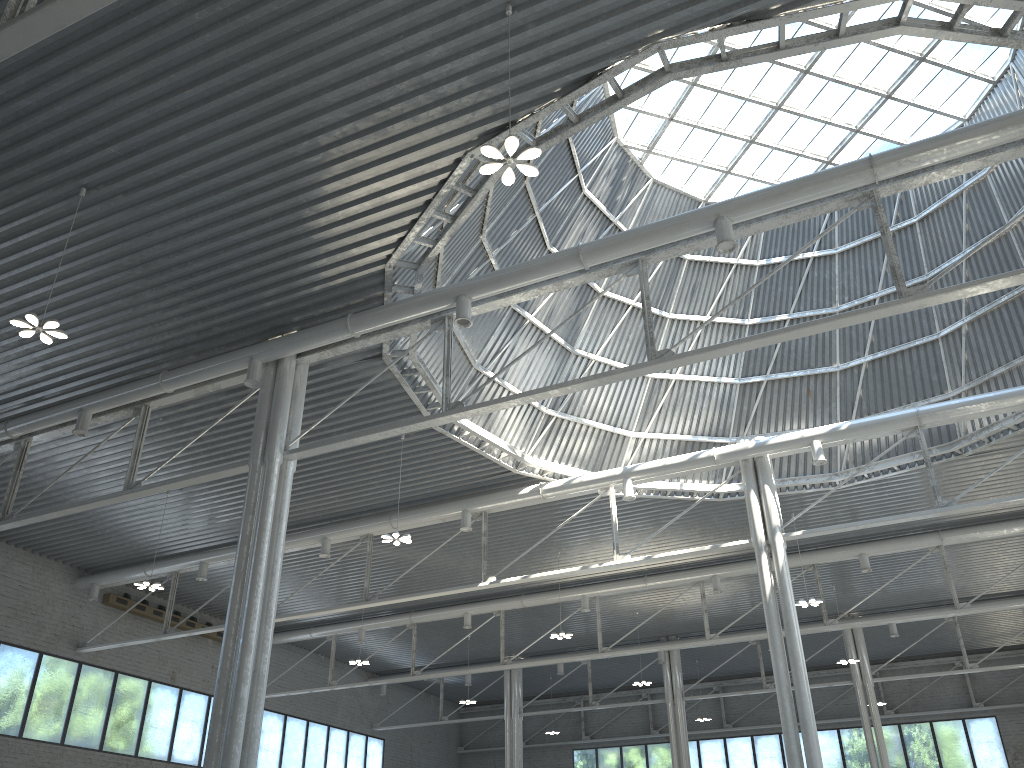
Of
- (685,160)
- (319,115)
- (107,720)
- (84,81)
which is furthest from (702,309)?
(107,720)

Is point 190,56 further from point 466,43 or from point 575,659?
point 575,659
